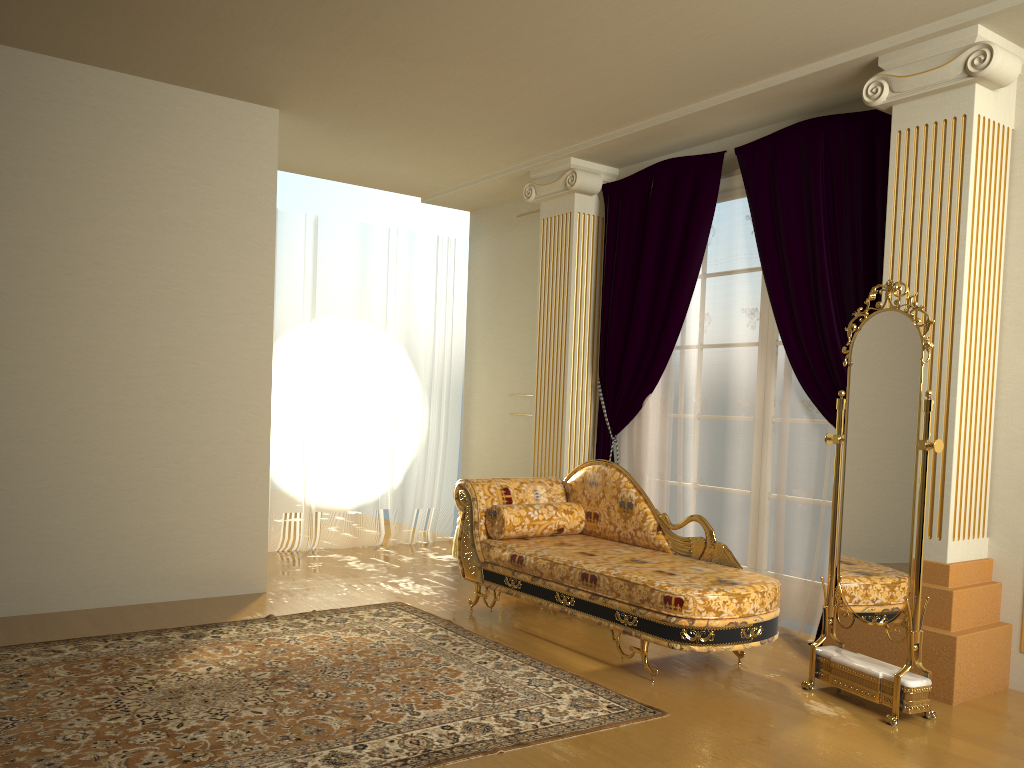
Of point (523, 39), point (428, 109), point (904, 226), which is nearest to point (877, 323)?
point (904, 226)

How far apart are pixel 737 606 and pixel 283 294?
4.3m

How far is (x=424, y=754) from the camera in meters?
2.8

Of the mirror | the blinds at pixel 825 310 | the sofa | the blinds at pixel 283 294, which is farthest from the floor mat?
the blinds at pixel 283 294

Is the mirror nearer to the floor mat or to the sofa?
the sofa

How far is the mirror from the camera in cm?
334

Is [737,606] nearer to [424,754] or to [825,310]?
[424,754]

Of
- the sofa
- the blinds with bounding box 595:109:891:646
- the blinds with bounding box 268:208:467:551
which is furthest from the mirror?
the blinds with bounding box 268:208:467:551

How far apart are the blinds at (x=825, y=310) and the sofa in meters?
0.6 m

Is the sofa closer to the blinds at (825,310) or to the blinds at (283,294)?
the blinds at (825,310)
